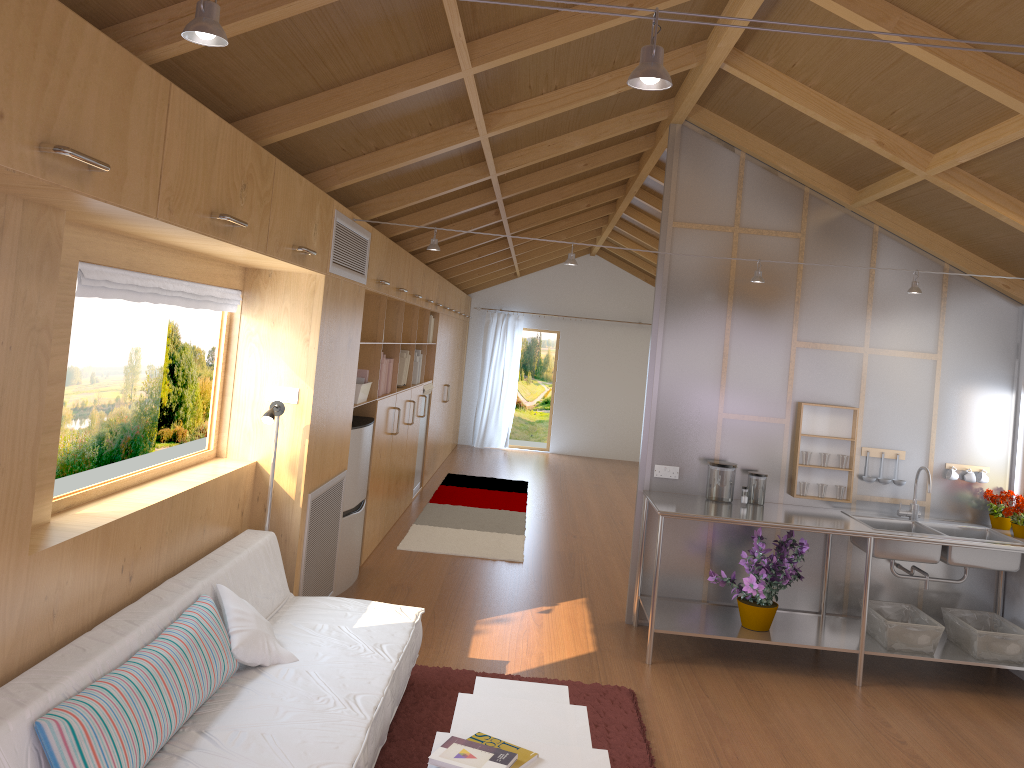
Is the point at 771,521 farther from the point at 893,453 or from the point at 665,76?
the point at 665,76

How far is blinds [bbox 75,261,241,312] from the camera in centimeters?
276cm

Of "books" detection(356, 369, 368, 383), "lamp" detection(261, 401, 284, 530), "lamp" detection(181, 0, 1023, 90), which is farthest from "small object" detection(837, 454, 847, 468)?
"lamp" detection(181, 0, 1023, 90)

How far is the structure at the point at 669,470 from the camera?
5.2 meters

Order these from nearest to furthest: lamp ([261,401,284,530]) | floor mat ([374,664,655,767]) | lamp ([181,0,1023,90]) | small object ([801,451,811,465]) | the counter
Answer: lamp ([181,0,1023,90]) < floor mat ([374,664,655,767]) < lamp ([261,401,284,530]) < the counter < small object ([801,451,811,465])

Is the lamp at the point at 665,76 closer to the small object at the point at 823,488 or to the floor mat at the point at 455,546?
the small object at the point at 823,488

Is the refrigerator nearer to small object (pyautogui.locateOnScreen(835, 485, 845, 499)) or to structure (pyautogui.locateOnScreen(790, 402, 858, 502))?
structure (pyautogui.locateOnScreen(790, 402, 858, 502))

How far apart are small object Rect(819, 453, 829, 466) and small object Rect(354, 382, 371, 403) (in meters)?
2.76

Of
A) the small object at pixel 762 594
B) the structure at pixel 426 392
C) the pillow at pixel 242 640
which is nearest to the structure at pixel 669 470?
the small object at pixel 762 594

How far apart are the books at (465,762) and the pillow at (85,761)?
0.8 meters
